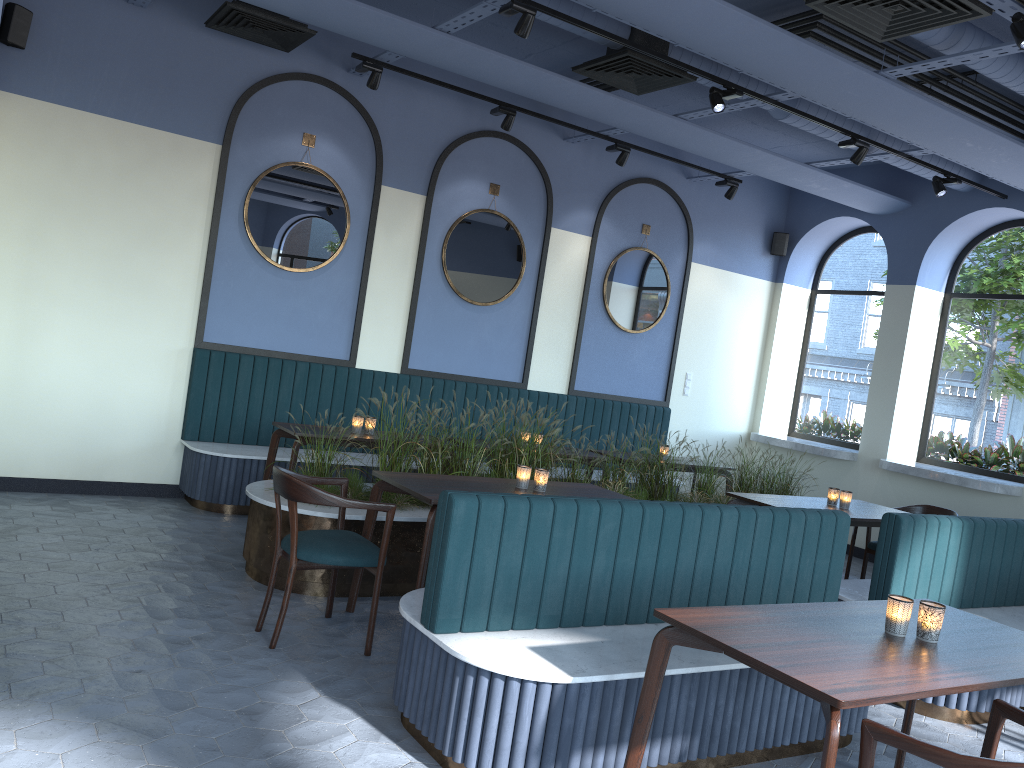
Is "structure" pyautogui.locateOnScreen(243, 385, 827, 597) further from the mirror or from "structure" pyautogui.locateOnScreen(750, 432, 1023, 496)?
the mirror

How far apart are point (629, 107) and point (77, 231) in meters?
4.1

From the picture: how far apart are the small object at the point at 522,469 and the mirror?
3.2 meters

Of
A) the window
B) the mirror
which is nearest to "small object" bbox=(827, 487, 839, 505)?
the window

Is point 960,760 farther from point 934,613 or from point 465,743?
point 465,743

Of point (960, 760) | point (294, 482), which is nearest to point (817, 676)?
point (960, 760)

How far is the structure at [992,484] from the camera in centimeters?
737cm

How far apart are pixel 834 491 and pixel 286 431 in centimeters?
375cm

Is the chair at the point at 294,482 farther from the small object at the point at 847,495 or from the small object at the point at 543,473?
the small object at the point at 847,495

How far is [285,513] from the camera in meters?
4.8 m
